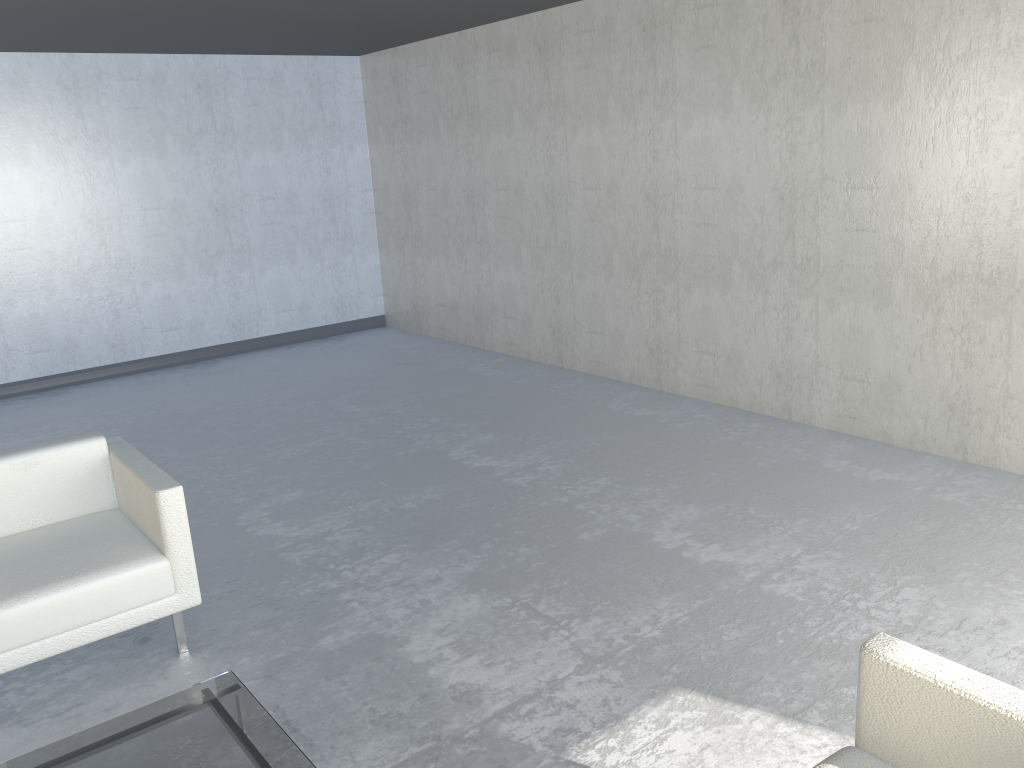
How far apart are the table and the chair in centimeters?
53cm

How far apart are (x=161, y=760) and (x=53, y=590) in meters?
0.8

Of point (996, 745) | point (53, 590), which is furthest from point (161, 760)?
point (996, 745)

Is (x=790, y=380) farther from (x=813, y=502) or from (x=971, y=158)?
(x=971, y=158)

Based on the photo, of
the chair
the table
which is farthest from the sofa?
the chair

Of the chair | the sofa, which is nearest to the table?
the chair

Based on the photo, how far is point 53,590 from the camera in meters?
2.7

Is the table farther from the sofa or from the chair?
the sofa

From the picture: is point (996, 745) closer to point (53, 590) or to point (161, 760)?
point (161, 760)

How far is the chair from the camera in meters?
2.7 m
